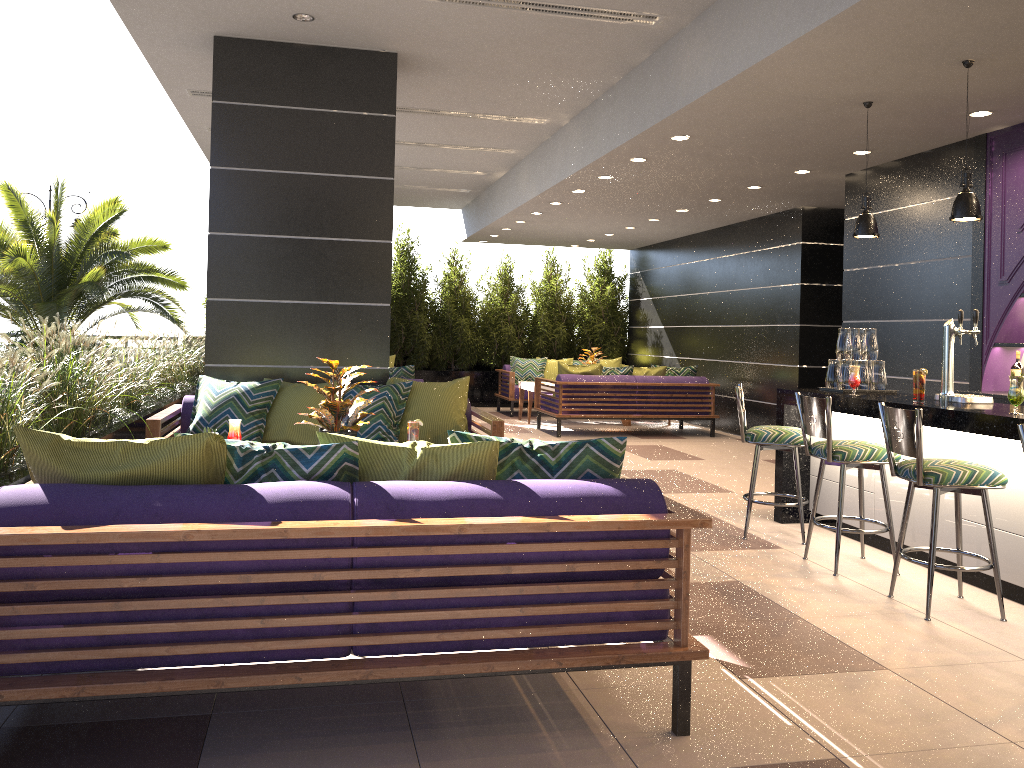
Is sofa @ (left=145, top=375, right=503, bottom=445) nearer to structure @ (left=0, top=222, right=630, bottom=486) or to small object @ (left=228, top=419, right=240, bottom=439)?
structure @ (left=0, top=222, right=630, bottom=486)

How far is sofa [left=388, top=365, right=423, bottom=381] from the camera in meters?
8.9

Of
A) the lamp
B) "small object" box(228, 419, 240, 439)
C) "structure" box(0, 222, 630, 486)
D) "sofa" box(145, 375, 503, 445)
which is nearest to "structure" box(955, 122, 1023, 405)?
the lamp

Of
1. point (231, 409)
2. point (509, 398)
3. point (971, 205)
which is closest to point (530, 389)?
point (509, 398)

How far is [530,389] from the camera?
12.2m

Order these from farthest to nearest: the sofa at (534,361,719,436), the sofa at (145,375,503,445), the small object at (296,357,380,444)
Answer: the sofa at (534,361,719,436) < the sofa at (145,375,503,445) < the small object at (296,357,380,444)

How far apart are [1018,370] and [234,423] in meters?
5.2 m

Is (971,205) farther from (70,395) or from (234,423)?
(70,395)

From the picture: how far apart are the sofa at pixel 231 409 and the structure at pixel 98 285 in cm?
549

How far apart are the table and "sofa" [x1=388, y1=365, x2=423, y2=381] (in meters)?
3.41
